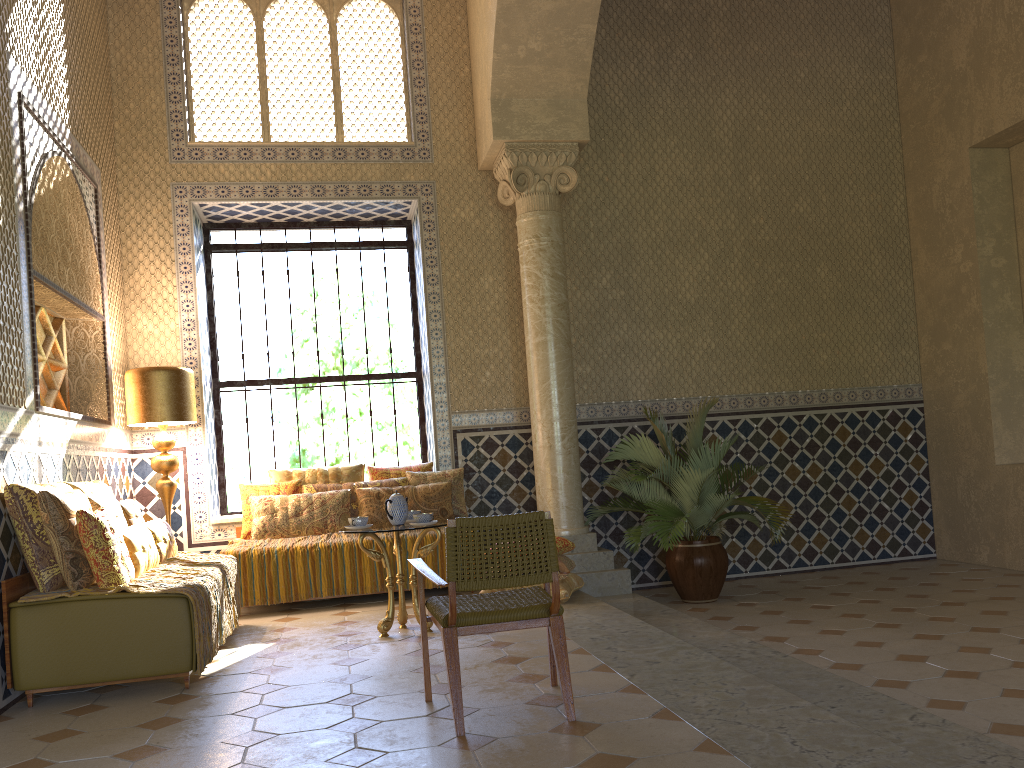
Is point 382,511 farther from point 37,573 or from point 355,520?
point 37,573

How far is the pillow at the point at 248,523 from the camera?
10.4m

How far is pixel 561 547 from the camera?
9.4m

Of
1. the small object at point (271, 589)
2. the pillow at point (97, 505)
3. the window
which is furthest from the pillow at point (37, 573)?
Result: the window

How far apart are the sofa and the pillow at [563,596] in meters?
3.8

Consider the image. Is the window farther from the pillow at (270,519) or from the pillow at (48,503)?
the pillow at (48,503)

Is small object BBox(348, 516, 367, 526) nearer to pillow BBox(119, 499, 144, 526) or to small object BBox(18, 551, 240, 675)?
small object BBox(18, 551, 240, 675)

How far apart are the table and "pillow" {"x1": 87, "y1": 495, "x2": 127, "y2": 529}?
2.0 meters

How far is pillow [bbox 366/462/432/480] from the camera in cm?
1108

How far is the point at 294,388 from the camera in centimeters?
1213cm
